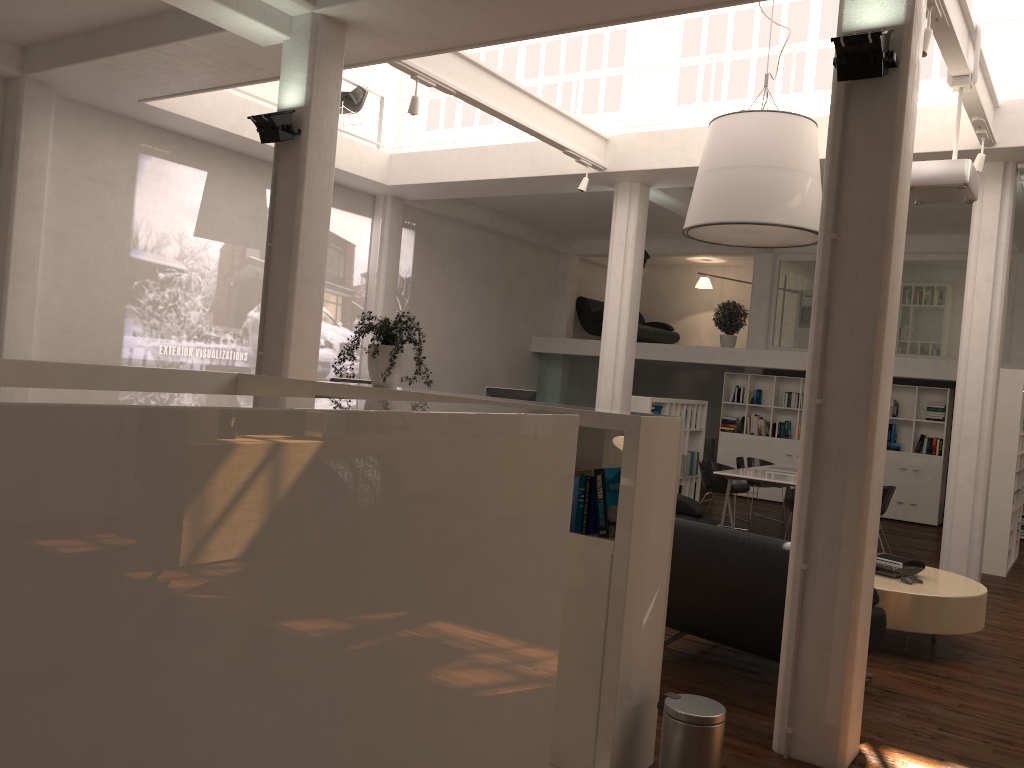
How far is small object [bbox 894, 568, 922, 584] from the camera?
7.6 meters

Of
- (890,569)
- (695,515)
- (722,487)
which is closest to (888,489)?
(722,487)

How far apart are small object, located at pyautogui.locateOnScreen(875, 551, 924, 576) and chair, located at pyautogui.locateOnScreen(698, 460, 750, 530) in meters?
5.0

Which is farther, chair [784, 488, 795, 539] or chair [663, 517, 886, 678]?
chair [784, 488, 795, 539]

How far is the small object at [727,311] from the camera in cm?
1905

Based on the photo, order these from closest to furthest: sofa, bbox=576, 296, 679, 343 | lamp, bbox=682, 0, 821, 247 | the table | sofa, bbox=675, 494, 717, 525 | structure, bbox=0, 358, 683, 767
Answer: structure, bbox=0, 358, 683, 767 < the table < lamp, bbox=682, 0, 821, 247 < sofa, bbox=675, 494, 717, 525 < sofa, bbox=576, 296, 679, 343

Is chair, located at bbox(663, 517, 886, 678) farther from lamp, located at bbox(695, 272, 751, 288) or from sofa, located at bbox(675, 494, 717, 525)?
lamp, located at bbox(695, 272, 751, 288)

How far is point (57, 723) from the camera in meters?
2.0

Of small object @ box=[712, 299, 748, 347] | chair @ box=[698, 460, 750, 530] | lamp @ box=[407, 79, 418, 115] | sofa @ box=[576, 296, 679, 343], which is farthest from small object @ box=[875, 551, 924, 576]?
sofa @ box=[576, 296, 679, 343]

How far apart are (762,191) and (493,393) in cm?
759
